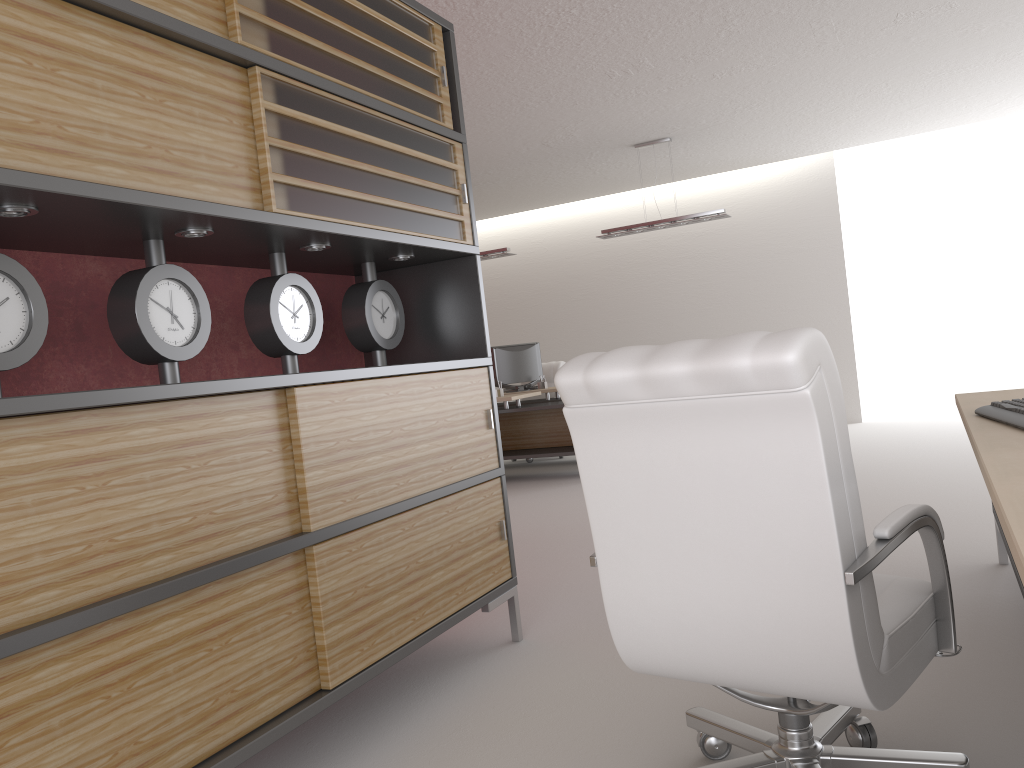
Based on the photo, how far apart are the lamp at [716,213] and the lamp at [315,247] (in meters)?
8.86

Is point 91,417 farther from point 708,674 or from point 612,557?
point 708,674

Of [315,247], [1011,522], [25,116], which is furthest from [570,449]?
[1011,522]

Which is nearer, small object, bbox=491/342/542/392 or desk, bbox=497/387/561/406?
desk, bbox=497/387/561/406

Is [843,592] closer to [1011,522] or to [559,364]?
[1011,522]

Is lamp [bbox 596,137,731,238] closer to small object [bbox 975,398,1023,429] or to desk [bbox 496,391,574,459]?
desk [bbox 496,391,574,459]

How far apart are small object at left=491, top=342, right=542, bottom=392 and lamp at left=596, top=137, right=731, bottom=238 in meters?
2.6

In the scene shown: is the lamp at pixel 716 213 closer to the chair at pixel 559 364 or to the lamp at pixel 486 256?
the lamp at pixel 486 256

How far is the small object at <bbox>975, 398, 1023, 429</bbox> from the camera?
3.1 meters

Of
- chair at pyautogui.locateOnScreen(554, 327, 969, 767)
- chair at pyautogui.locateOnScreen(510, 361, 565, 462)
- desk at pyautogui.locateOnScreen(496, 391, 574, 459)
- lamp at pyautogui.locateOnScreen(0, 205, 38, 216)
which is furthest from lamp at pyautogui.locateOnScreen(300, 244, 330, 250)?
chair at pyautogui.locateOnScreen(510, 361, 565, 462)
